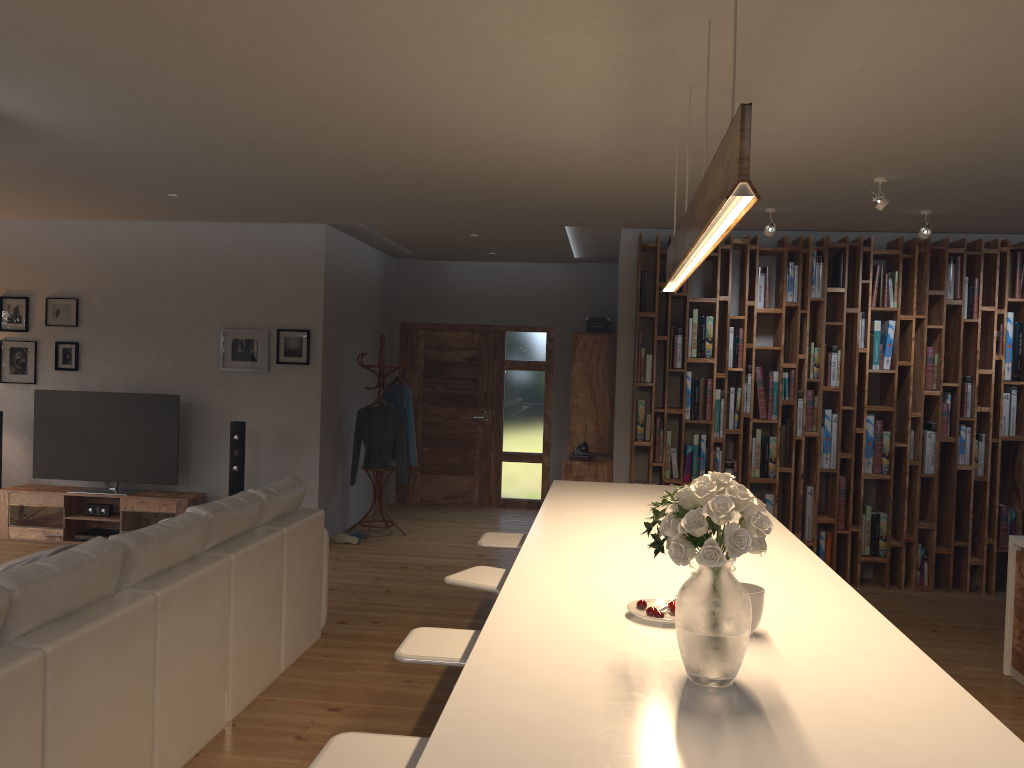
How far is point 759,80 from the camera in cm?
333

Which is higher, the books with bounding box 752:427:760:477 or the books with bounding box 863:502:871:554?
the books with bounding box 752:427:760:477

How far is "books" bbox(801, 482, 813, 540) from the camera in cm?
695

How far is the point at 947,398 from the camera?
6.8m

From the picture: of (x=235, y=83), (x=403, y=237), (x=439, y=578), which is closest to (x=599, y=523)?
(x=235, y=83)

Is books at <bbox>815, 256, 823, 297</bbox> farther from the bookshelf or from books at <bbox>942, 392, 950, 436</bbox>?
books at <bbox>942, 392, 950, 436</bbox>

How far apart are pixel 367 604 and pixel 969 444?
4.7 meters

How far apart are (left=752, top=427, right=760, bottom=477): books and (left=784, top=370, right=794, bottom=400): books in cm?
42

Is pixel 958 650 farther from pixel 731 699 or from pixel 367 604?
pixel 731 699

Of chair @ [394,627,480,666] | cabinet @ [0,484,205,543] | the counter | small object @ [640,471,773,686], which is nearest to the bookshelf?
the counter
